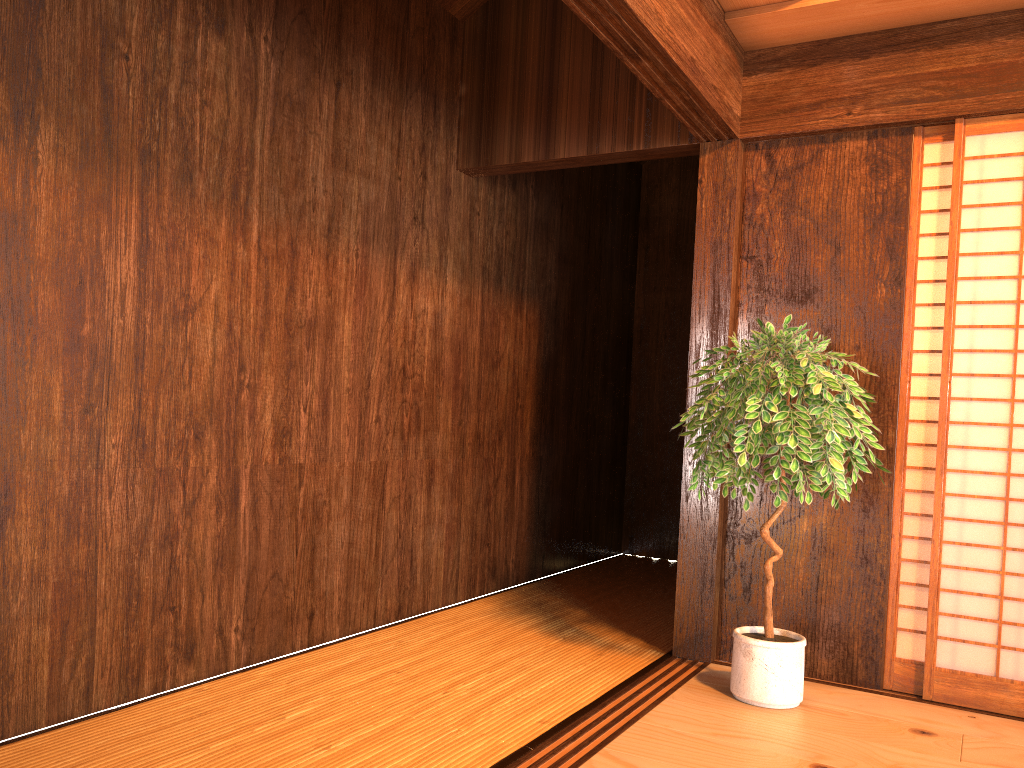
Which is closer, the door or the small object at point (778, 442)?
the small object at point (778, 442)

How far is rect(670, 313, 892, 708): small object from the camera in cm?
277

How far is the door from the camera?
3.08m

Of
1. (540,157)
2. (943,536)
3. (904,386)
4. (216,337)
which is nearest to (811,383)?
(904,386)

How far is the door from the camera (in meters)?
3.08

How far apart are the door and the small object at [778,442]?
0.3 meters

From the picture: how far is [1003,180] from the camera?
3.1 meters

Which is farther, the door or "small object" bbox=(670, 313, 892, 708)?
the door

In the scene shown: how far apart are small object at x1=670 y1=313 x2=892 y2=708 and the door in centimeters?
28cm
